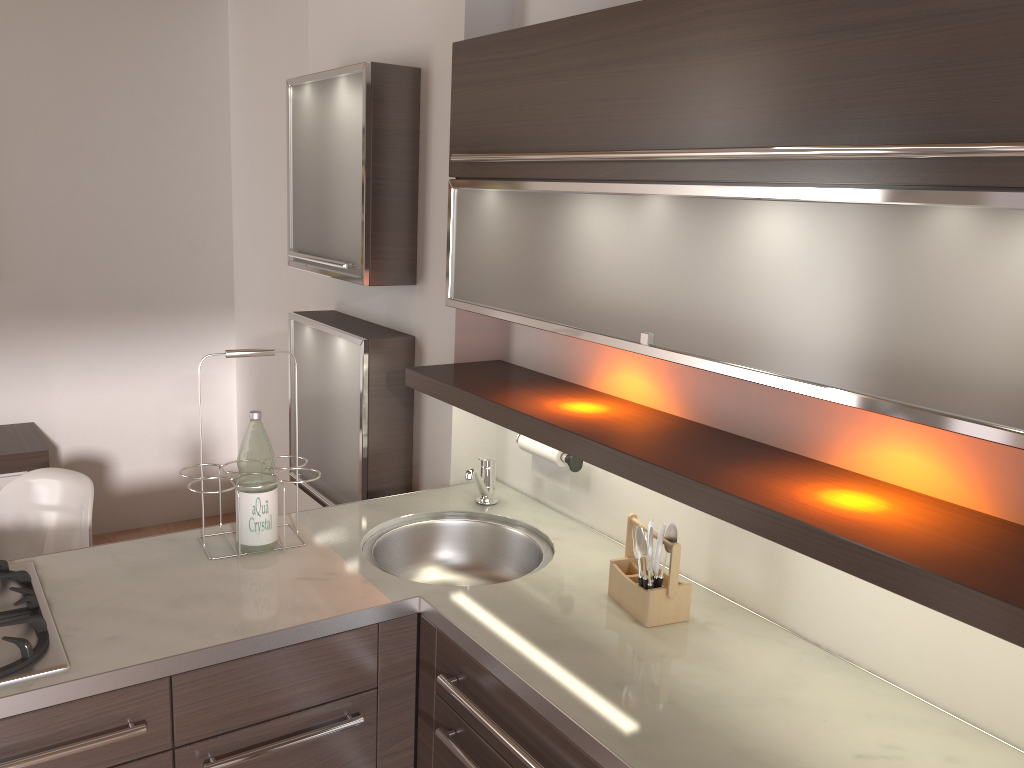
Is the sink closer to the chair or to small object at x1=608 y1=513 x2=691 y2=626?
small object at x1=608 y1=513 x2=691 y2=626

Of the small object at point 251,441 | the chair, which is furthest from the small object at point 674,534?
the chair

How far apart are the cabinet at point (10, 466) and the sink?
2.2m

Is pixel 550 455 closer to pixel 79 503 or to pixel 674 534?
pixel 674 534

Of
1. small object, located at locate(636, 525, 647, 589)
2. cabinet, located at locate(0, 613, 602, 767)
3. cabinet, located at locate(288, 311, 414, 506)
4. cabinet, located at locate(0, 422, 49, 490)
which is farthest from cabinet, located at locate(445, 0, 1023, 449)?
cabinet, located at locate(0, 422, 49, 490)

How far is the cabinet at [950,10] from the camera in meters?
1.1

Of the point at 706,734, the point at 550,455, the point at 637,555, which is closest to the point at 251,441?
the point at 550,455

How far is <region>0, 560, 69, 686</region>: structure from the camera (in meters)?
1.47

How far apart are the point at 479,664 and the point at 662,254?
0.81m

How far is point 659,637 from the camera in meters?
1.7
